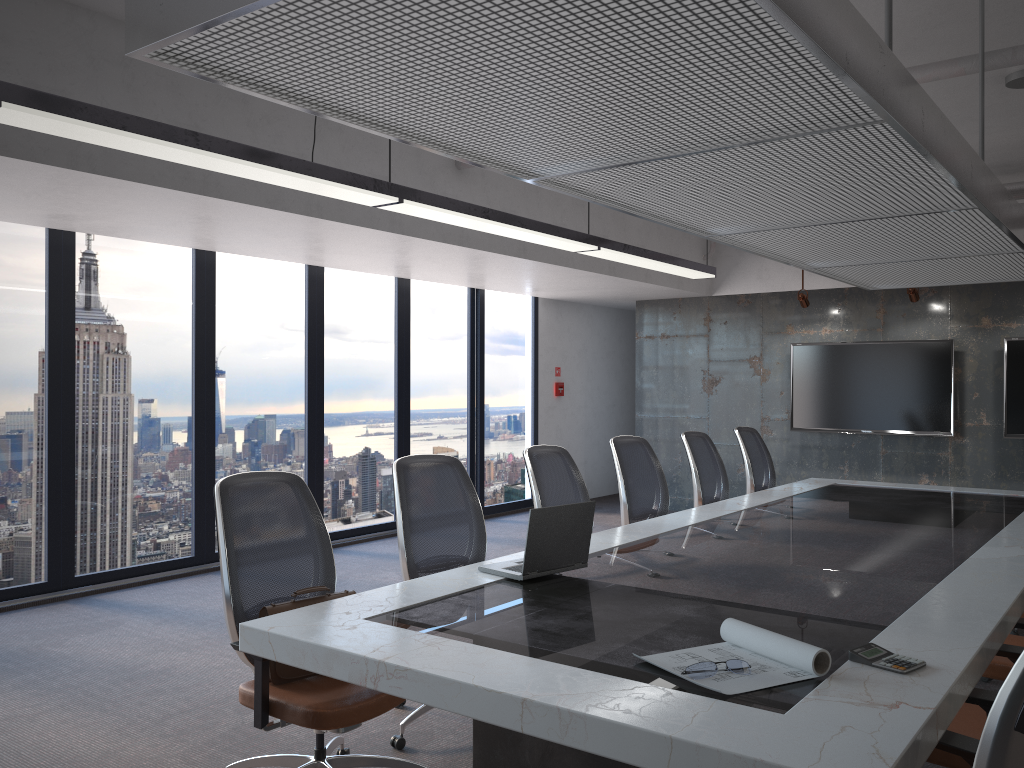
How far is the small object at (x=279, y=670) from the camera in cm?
303

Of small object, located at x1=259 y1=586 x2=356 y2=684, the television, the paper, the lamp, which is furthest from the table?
the television

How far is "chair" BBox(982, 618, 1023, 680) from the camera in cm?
→ 329

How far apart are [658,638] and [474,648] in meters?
0.6

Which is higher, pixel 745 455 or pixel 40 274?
pixel 40 274

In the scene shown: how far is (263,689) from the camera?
2.89m

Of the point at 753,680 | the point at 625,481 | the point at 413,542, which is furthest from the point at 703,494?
the point at 753,680

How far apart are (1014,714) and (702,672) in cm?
81

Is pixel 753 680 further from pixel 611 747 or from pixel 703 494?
pixel 703 494

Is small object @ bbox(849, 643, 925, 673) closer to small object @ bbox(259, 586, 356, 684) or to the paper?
the paper
